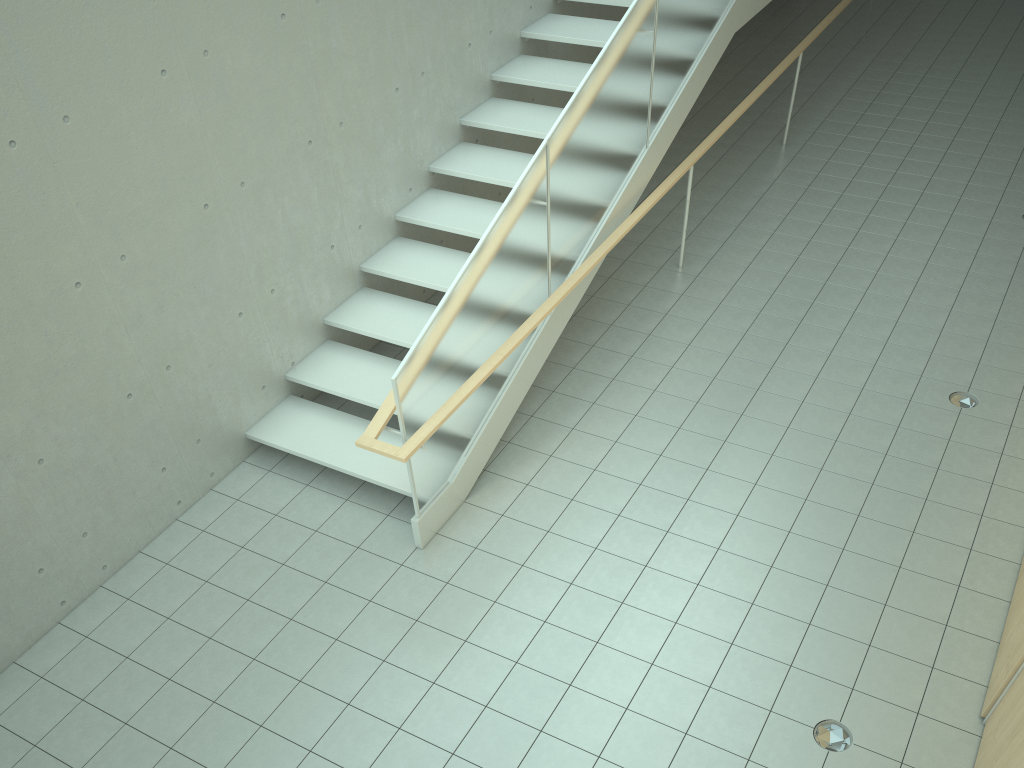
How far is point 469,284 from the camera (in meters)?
4.92

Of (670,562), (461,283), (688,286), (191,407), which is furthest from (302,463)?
(688,286)

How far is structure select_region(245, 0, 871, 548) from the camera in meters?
4.9 m

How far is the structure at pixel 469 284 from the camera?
4.9m

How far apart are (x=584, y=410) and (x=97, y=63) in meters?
3.7 m
